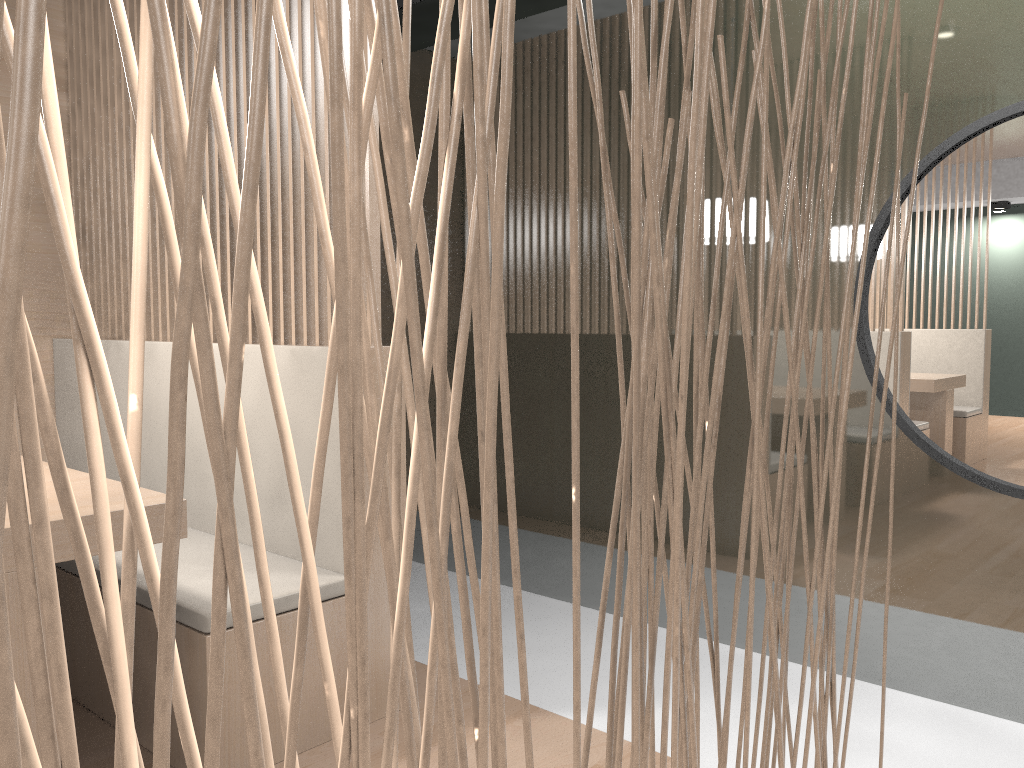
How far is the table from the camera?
0.98m

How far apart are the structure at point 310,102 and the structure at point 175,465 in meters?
0.8 m

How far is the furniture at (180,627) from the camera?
1.2 meters

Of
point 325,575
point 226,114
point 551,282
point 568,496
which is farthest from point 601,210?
point 325,575

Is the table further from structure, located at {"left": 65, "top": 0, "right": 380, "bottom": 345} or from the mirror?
the mirror

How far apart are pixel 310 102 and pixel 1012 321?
1.2m

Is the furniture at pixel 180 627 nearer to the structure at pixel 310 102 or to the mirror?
the structure at pixel 310 102

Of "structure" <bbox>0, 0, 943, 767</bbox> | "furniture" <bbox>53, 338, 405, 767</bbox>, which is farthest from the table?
"structure" <bbox>0, 0, 943, 767</bbox>

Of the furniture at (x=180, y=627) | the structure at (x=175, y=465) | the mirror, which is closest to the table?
the furniture at (x=180, y=627)

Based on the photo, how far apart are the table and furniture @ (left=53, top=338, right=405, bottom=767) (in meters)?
0.12
